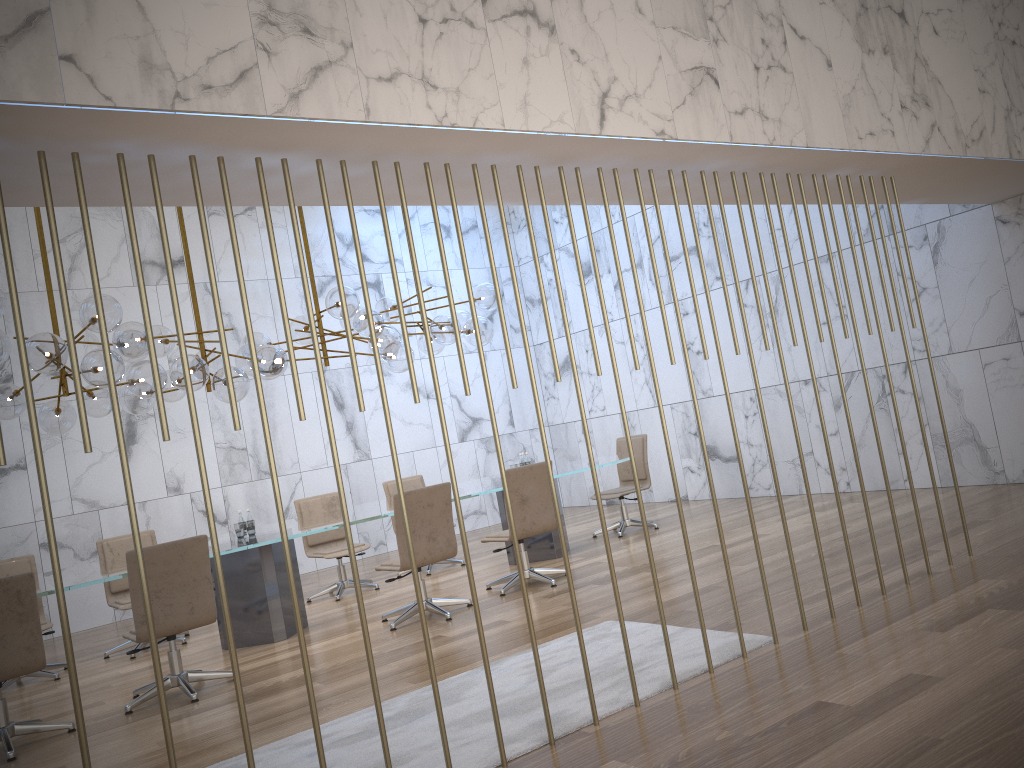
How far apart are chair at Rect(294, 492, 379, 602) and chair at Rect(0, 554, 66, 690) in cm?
239

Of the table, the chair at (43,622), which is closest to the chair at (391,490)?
the table

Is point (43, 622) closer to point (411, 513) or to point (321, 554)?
point (321, 554)

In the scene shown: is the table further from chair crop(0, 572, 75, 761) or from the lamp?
the lamp

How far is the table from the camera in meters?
6.4 m

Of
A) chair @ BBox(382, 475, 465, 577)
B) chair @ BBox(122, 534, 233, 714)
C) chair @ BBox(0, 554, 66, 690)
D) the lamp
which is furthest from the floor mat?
chair @ BBox(382, 475, 465, 577)

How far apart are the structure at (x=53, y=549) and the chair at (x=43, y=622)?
5.02m

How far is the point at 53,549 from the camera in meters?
2.7

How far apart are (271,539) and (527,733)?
3.2m

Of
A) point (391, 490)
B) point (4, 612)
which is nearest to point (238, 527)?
point (4, 612)
